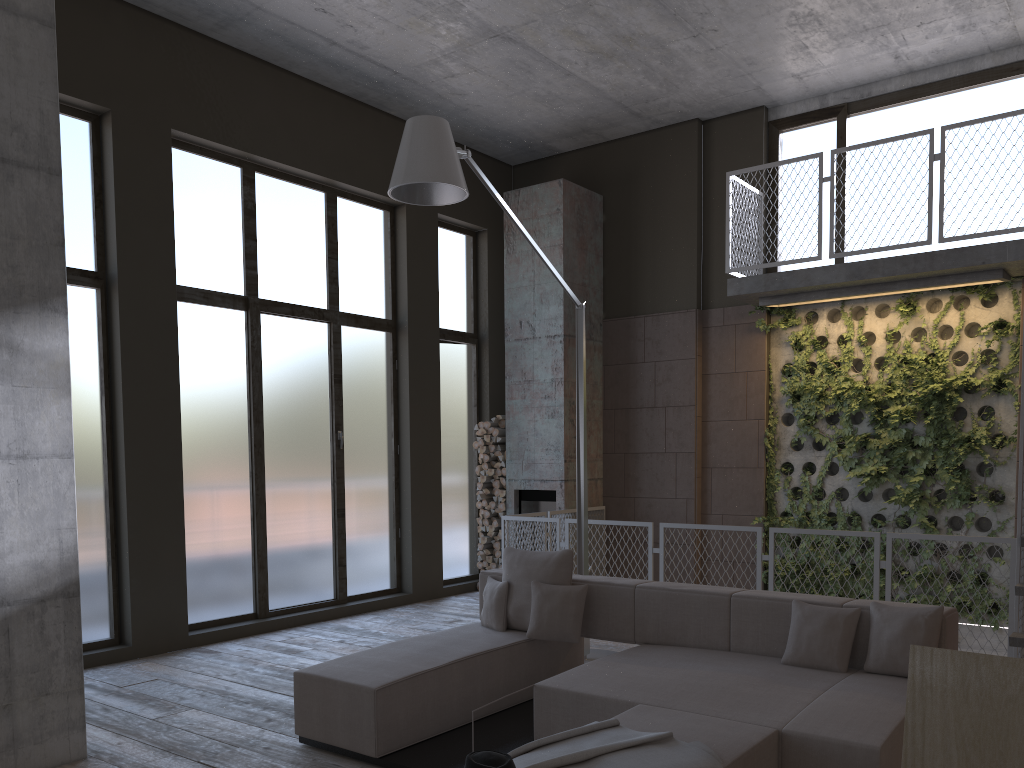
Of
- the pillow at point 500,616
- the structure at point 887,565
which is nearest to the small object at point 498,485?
the structure at point 887,565

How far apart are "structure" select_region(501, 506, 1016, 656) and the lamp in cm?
106

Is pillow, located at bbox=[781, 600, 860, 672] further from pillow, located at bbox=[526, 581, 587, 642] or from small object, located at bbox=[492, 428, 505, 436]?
small object, located at bbox=[492, 428, 505, 436]

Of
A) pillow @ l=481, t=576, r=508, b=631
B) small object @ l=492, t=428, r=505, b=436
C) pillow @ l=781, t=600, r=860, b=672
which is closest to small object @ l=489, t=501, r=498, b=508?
small object @ l=492, t=428, r=505, b=436

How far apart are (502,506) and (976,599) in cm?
480

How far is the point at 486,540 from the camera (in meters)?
10.04

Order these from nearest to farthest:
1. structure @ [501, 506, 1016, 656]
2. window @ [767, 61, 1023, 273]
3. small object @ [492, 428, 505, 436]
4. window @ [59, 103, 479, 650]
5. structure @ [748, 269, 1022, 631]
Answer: structure @ [501, 506, 1016, 656] < window @ [59, 103, 479, 650] < structure @ [748, 269, 1022, 631] < window @ [767, 61, 1023, 273] < small object @ [492, 428, 505, 436]

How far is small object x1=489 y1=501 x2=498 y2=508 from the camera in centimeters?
1004cm

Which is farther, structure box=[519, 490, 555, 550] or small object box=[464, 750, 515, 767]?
structure box=[519, 490, 555, 550]

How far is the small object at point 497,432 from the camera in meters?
10.1
